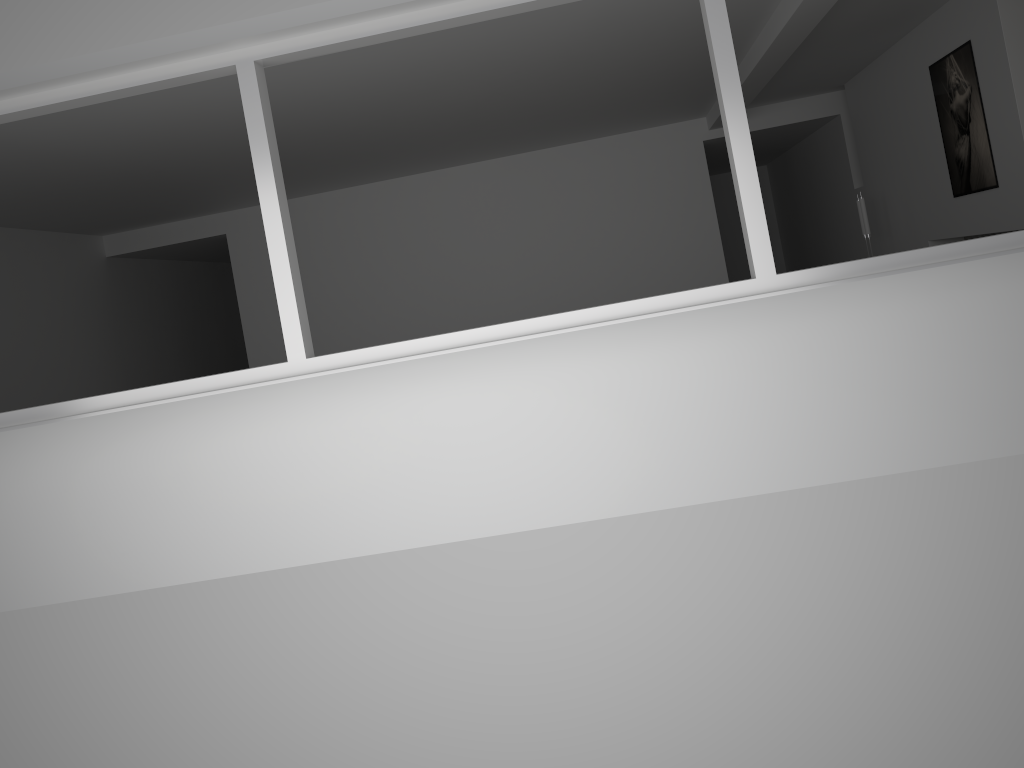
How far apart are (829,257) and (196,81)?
8.2 meters

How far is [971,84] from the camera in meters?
5.8

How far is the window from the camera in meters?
3.4

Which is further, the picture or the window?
the picture

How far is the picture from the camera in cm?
581

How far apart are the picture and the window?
2.8m

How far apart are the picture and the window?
2.82m

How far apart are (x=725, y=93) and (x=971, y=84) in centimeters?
337cm
